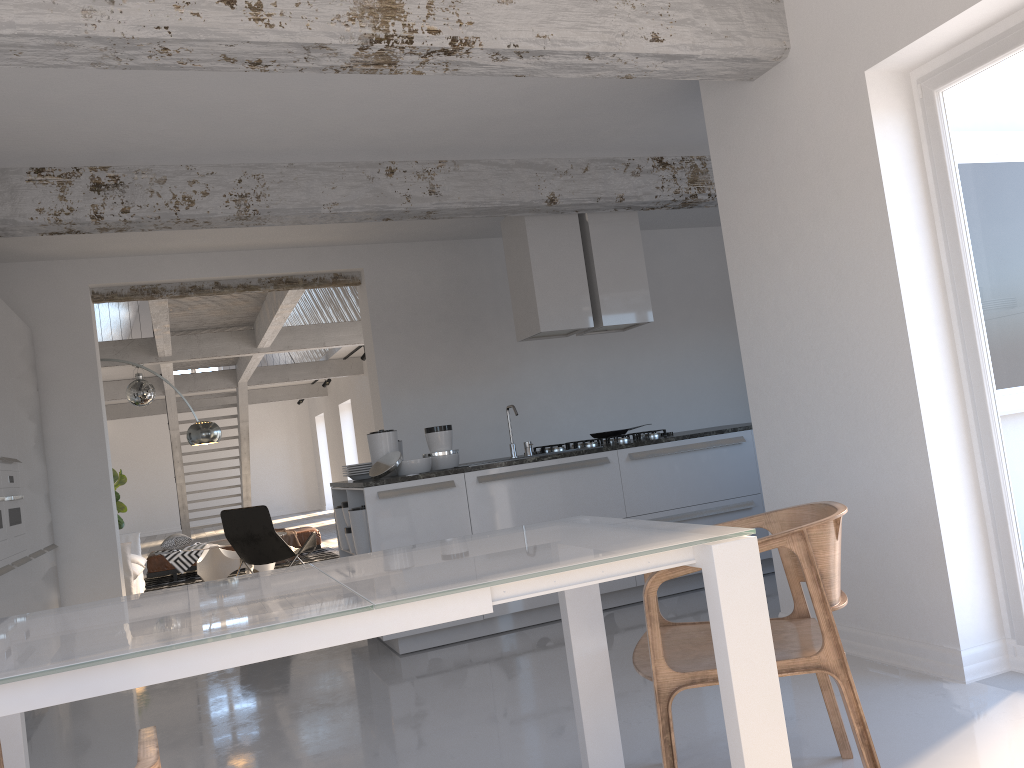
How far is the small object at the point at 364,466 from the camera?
5.64m

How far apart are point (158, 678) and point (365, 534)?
3.7 meters

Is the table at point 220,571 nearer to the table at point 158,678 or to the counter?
the counter

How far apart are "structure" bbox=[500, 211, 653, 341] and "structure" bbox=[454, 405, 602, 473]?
0.80m

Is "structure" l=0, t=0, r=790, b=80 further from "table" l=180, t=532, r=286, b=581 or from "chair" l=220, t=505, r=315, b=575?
"table" l=180, t=532, r=286, b=581

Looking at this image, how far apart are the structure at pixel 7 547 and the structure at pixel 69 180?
1.3m

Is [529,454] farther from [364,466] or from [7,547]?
[7,547]

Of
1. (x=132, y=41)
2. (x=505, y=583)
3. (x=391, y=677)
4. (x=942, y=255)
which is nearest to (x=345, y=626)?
(x=505, y=583)

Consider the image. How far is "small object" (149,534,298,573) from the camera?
10.36m

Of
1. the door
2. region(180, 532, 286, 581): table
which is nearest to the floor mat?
region(180, 532, 286, 581): table
